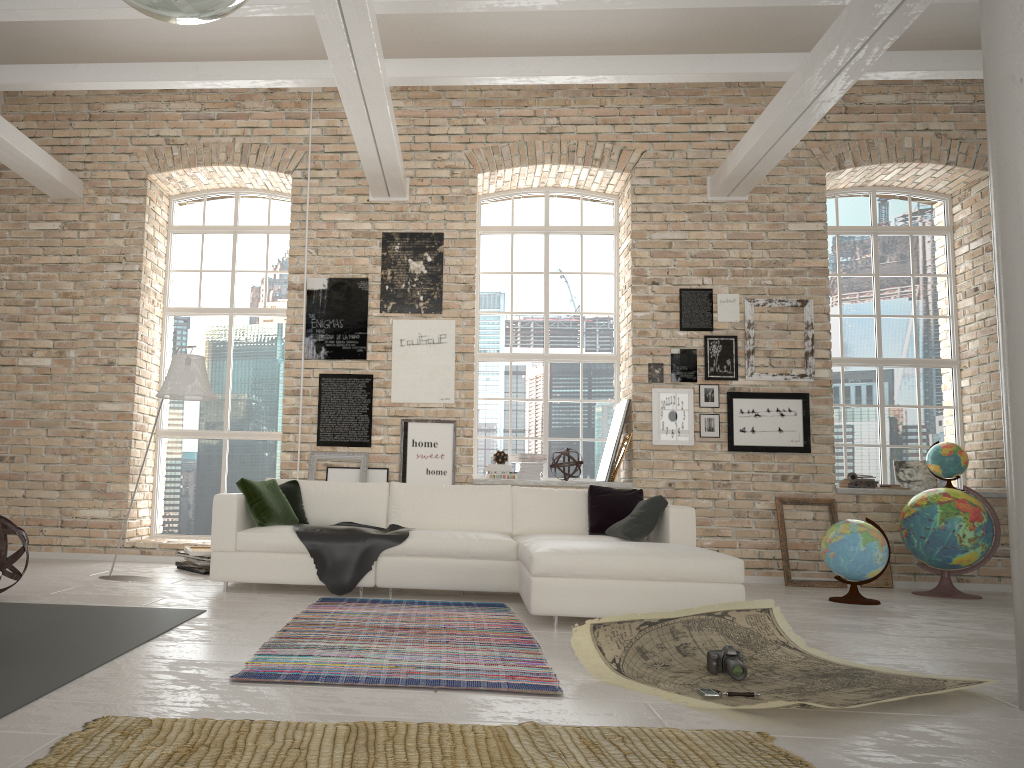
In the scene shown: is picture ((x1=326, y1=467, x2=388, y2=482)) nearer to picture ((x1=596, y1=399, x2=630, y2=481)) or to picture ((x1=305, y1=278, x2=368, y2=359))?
picture ((x1=305, y1=278, x2=368, y2=359))

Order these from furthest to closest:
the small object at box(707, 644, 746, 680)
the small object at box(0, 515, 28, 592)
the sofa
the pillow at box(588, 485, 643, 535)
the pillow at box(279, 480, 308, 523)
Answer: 1. the pillow at box(279, 480, 308, 523)
2. the pillow at box(588, 485, 643, 535)
3. the small object at box(0, 515, 28, 592)
4. the sofa
5. the small object at box(707, 644, 746, 680)

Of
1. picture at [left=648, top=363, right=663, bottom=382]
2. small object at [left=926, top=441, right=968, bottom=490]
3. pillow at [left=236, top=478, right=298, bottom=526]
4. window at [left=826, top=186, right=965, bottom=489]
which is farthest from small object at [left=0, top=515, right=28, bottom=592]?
small object at [left=926, top=441, right=968, bottom=490]

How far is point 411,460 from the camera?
8.1 meters

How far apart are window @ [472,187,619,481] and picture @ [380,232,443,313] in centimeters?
78cm

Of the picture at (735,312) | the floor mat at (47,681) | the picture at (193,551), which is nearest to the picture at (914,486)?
the picture at (735,312)

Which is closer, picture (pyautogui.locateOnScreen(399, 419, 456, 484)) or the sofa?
the sofa

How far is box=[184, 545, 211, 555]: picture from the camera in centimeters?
717cm

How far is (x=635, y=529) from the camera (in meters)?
5.88

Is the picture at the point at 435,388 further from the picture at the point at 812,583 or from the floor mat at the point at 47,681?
the floor mat at the point at 47,681
